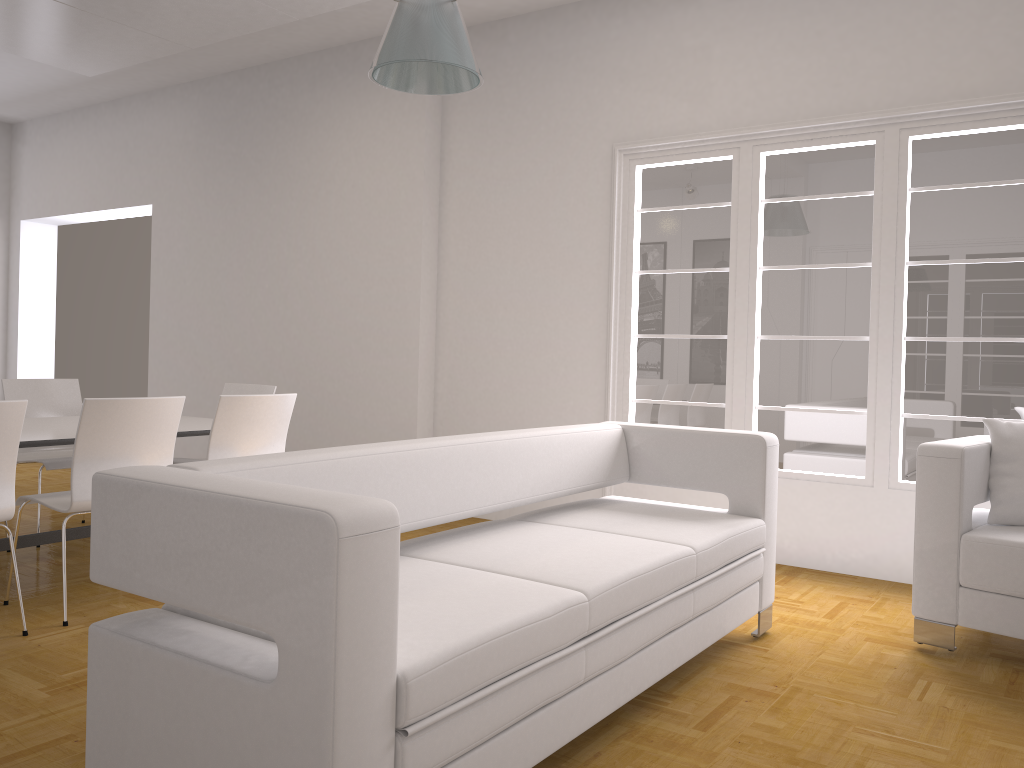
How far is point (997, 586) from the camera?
3.4 meters

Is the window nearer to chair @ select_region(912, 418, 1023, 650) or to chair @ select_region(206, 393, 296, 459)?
chair @ select_region(912, 418, 1023, 650)

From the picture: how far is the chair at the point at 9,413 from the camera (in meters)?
3.35

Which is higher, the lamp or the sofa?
the lamp

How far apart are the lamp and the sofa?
1.42m

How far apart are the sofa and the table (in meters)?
1.99

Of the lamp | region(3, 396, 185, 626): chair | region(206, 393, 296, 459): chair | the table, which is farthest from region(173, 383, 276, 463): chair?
the lamp

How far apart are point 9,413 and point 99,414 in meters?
0.4

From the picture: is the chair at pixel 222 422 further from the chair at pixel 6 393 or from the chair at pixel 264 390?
the chair at pixel 6 393

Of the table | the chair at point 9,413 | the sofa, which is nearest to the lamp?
the sofa
